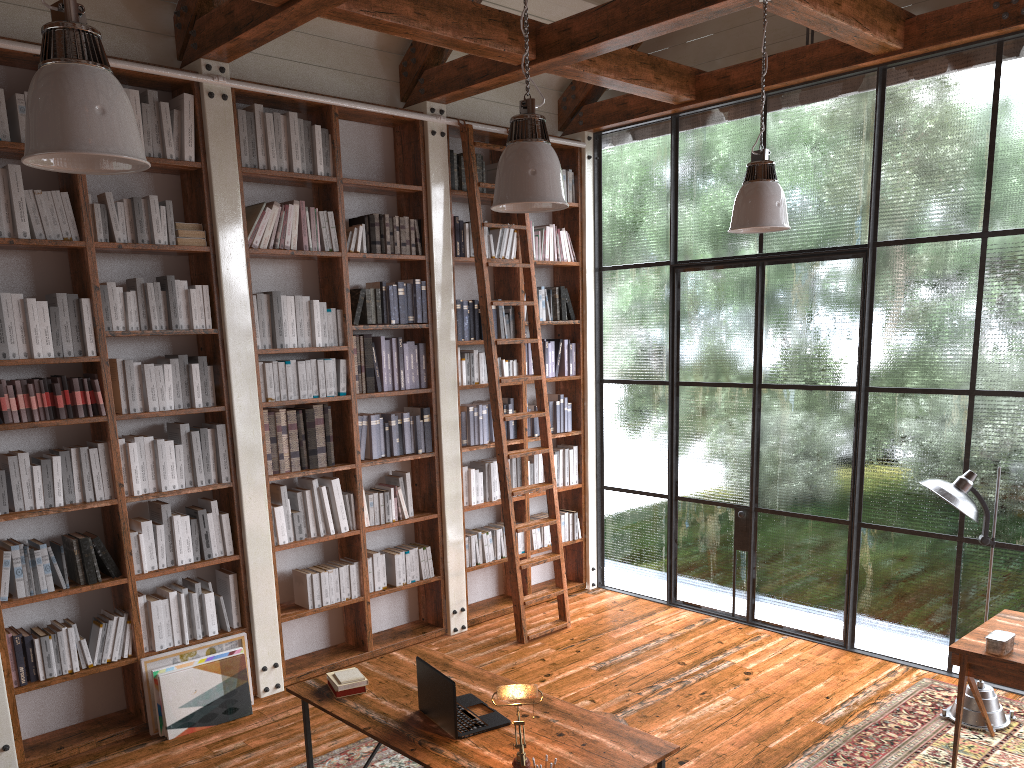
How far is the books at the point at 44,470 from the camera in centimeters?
439cm

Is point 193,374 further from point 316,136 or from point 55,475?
point 316,136

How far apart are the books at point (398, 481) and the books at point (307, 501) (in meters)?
0.71

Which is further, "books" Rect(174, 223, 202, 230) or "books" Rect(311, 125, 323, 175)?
"books" Rect(311, 125, 323, 175)

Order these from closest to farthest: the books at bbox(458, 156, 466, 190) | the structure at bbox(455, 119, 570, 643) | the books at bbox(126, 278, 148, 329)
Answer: the books at bbox(126, 278, 148, 329) < the structure at bbox(455, 119, 570, 643) < the books at bbox(458, 156, 466, 190)

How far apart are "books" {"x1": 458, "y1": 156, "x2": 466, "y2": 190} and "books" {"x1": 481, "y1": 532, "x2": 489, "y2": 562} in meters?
2.6

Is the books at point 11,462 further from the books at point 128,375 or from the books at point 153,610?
the books at point 153,610

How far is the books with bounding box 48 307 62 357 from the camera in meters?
4.4 m

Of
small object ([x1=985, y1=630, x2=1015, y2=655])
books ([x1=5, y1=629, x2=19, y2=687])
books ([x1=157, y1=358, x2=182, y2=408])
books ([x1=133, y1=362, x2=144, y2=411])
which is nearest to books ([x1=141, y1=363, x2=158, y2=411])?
books ([x1=133, y1=362, x2=144, y2=411])

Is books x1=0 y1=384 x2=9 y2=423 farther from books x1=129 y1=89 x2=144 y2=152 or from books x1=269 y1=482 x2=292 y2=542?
books x1=129 y1=89 x2=144 y2=152
